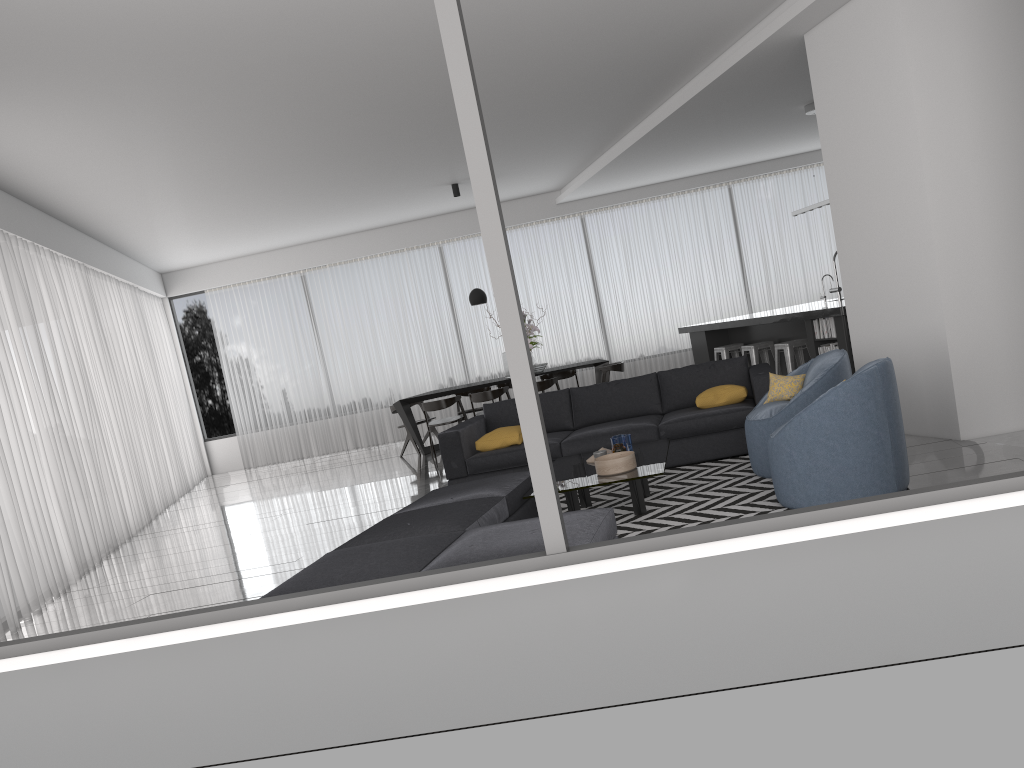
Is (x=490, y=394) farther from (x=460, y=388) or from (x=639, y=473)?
Answer: (x=639, y=473)

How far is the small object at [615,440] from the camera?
5.6m

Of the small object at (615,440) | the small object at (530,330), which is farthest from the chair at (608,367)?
the small object at (615,440)

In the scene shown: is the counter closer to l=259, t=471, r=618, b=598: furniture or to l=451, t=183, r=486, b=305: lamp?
l=451, t=183, r=486, b=305: lamp

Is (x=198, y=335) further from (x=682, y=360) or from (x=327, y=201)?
(x=682, y=360)

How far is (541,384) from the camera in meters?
10.2

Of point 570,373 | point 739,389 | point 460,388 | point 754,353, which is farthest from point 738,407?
point 570,373

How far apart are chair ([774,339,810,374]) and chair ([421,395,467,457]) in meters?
3.9

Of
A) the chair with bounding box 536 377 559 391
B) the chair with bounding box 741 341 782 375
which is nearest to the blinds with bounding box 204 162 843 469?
the chair with bounding box 536 377 559 391

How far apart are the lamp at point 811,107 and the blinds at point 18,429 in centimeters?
755cm
